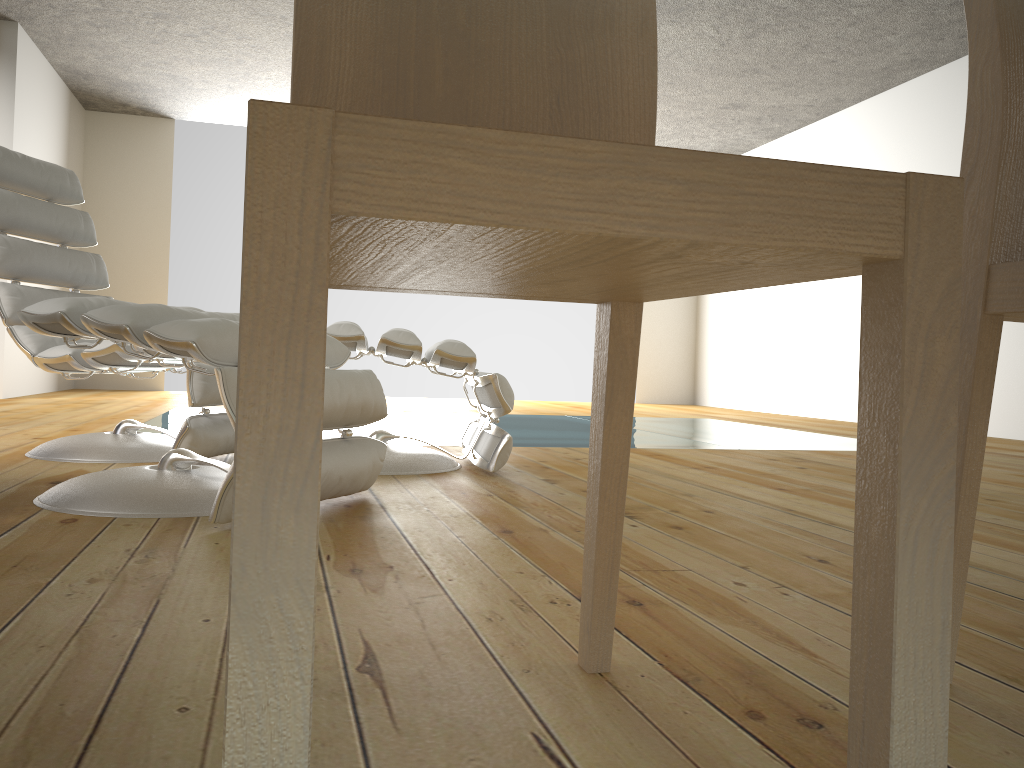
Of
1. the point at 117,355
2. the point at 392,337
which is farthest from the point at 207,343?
the point at 117,355

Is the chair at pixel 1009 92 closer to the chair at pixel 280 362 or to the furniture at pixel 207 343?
the chair at pixel 280 362

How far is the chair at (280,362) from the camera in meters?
0.4 m

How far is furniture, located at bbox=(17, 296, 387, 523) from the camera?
1.7m

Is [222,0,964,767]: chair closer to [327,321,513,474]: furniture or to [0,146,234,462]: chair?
[327,321,513,474]: furniture

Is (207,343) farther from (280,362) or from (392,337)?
(280,362)

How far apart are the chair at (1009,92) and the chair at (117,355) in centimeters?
208cm

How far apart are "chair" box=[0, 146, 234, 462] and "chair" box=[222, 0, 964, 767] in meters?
1.8 m

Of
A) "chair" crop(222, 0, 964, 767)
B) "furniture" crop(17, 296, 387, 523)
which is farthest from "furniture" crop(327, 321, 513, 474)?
"chair" crop(222, 0, 964, 767)

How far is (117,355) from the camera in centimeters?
257cm
